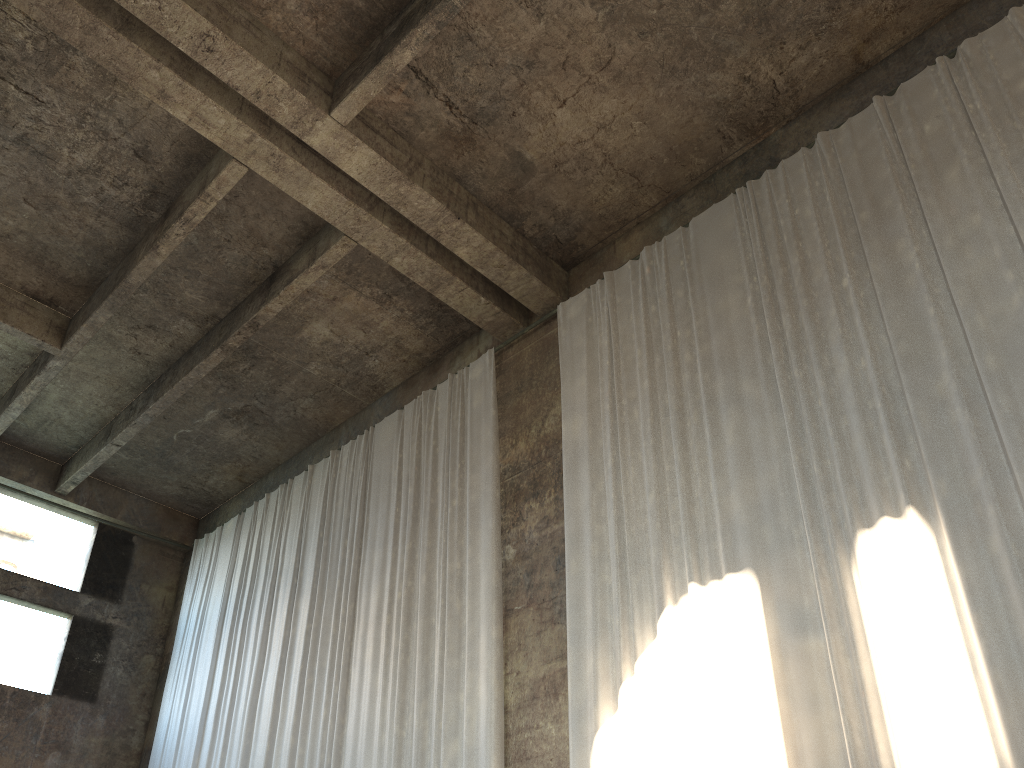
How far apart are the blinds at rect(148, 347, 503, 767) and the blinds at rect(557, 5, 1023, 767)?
1.0 meters

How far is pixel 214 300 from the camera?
11.8 meters

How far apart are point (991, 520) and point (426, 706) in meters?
5.9

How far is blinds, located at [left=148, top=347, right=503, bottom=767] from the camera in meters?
9.3

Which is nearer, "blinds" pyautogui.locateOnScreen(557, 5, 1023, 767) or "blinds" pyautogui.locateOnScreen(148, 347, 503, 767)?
"blinds" pyautogui.locateOnScreen(557, 5, 1023, 767)

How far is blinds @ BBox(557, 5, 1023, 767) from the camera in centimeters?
604cm

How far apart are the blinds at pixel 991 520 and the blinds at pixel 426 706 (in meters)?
1.01

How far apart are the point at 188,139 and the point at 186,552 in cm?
894
